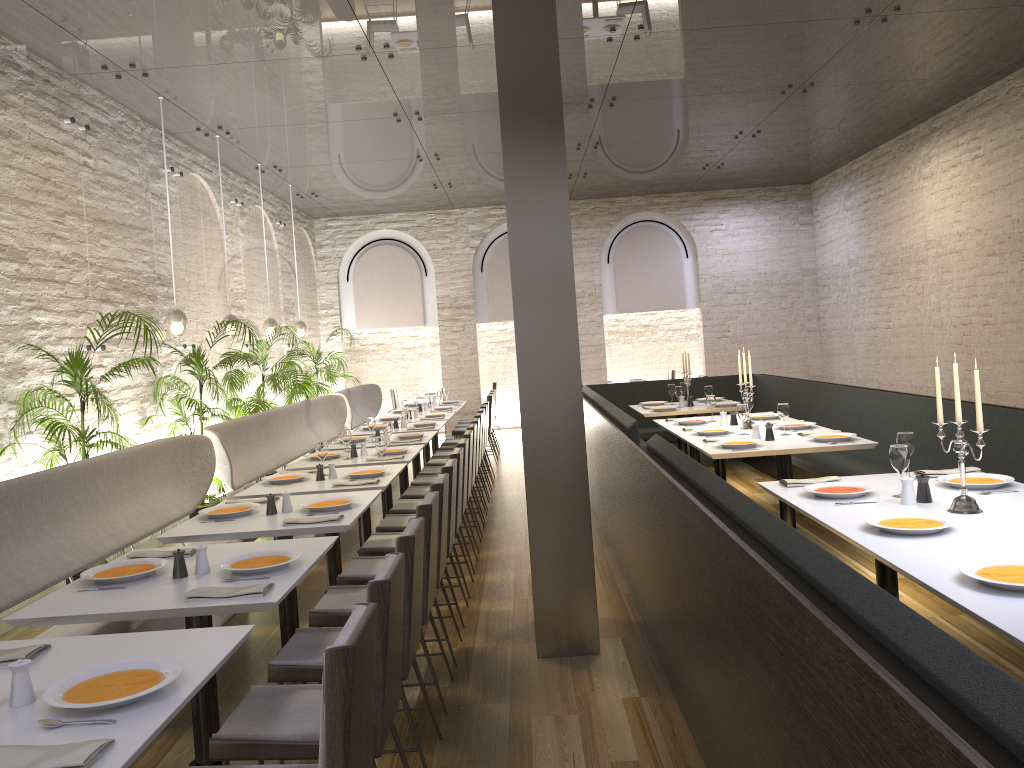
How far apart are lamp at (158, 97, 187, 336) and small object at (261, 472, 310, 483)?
2.20m

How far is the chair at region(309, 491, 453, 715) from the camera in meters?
3.8 m

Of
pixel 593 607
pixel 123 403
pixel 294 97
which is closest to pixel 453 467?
pixel 593 607

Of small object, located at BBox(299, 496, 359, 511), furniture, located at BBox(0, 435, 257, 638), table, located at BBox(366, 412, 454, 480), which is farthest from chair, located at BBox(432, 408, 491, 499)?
small object, located at BBox(299, 496, 359, 511)

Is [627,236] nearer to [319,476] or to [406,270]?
[406,270]

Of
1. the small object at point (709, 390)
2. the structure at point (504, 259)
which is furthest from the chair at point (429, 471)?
the structure at point (504, 259)

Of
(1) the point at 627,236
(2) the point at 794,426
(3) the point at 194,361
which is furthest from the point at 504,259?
(2) the point at 794,426

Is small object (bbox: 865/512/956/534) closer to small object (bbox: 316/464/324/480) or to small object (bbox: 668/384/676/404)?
small object (bbox: 316/464/324/480)

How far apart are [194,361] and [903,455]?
5.8m

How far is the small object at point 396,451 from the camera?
6.91m
